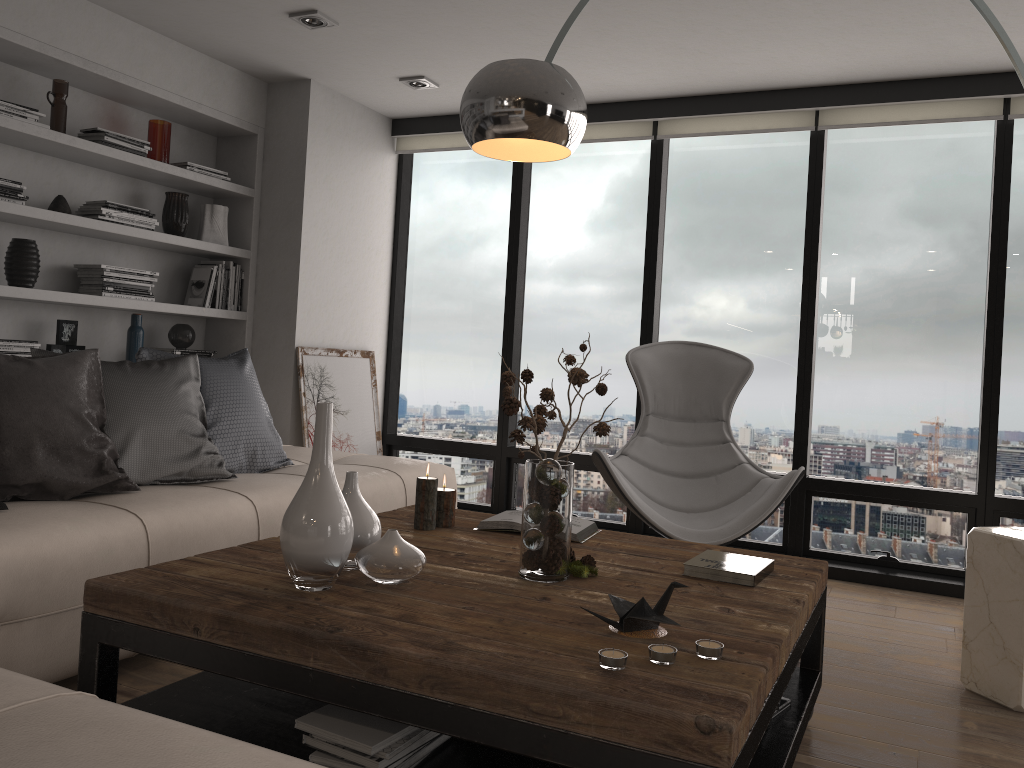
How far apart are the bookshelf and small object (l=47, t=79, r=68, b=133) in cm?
6

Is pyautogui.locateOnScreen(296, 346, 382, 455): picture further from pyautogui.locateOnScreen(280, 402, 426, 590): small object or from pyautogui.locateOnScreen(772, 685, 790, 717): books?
pyautogui.locateOnScreen(772, 685, 790, 717): books

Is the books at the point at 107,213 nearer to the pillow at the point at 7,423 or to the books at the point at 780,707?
the pillow at the point at 7,423

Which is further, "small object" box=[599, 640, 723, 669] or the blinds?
the blinds

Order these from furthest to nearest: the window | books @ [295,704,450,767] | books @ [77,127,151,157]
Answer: the window → books @ [77,127,151,157] → books @ [295,704,450,767]

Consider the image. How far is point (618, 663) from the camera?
1.51m

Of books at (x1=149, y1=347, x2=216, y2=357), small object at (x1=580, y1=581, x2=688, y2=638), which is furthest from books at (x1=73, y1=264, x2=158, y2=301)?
small object at (x1=580, y1=581, x2=688, y2=638)

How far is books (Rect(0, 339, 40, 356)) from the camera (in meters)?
3.65

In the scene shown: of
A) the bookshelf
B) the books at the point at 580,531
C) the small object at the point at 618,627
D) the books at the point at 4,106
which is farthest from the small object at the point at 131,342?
the small object at the point at 618,627

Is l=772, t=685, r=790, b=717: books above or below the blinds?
below
